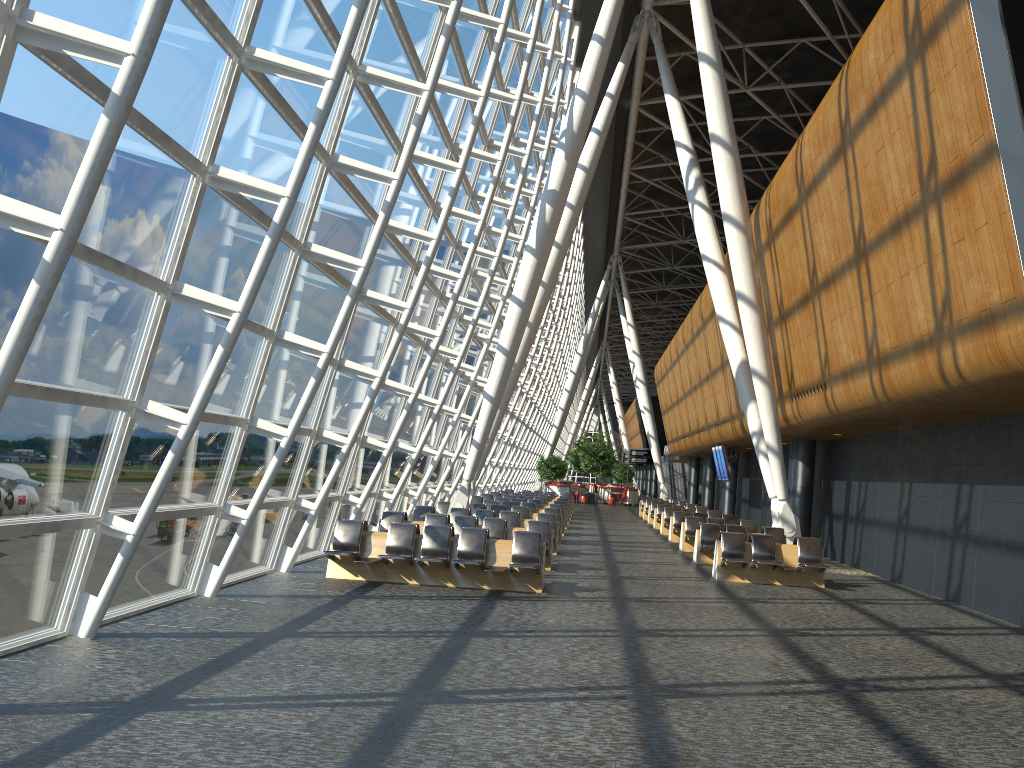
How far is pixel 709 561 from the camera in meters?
18.6

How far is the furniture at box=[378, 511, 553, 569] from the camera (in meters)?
Result: 15.86

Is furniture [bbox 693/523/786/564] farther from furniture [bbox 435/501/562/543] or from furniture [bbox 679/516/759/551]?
furniture [bbox 435/501/562/543]

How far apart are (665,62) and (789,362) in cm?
1041

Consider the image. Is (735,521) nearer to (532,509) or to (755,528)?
(755,528)

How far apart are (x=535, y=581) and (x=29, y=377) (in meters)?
7.86

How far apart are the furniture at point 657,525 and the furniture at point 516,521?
12.22m

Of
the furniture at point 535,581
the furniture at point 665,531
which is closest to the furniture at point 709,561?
the furniture at point 535,581

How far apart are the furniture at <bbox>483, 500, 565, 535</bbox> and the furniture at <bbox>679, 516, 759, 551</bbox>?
4.7m

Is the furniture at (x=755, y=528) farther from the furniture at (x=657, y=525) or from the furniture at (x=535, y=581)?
the furniture at (x=535, y=581)
